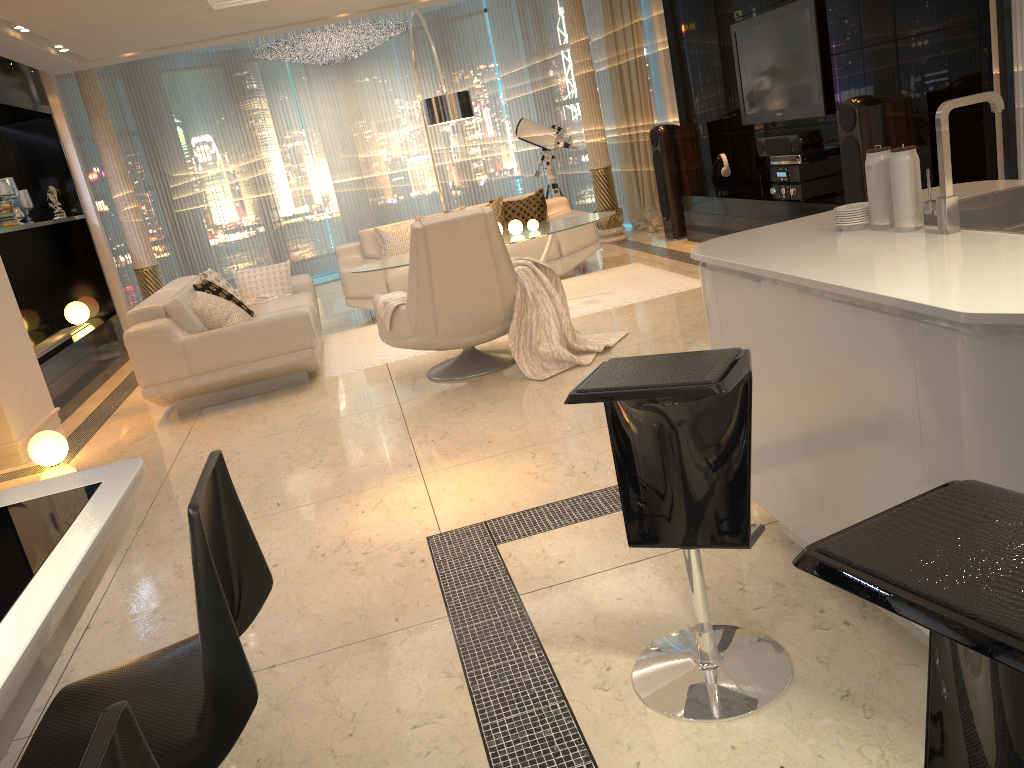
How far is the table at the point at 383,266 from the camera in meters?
6.6 m

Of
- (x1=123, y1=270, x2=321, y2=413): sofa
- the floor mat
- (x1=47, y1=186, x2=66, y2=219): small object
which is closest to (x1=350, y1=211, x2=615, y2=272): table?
(x1=123, y1=270, x2=321, y2=413): sofa

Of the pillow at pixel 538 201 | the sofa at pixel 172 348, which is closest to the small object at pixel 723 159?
the pillow at pixel 538 201

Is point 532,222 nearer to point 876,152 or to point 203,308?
point 203,308

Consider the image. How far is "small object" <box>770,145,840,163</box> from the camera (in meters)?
6.36

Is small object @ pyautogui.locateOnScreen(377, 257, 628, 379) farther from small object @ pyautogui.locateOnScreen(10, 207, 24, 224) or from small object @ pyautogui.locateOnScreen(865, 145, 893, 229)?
small object @ pyautogui.locateOnScreen(10, 207, 24, 224)

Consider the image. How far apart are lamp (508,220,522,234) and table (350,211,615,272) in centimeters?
4cm

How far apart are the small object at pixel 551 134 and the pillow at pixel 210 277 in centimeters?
397cm

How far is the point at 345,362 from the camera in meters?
6.4

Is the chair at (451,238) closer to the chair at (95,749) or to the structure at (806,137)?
the structure at (806,137)
